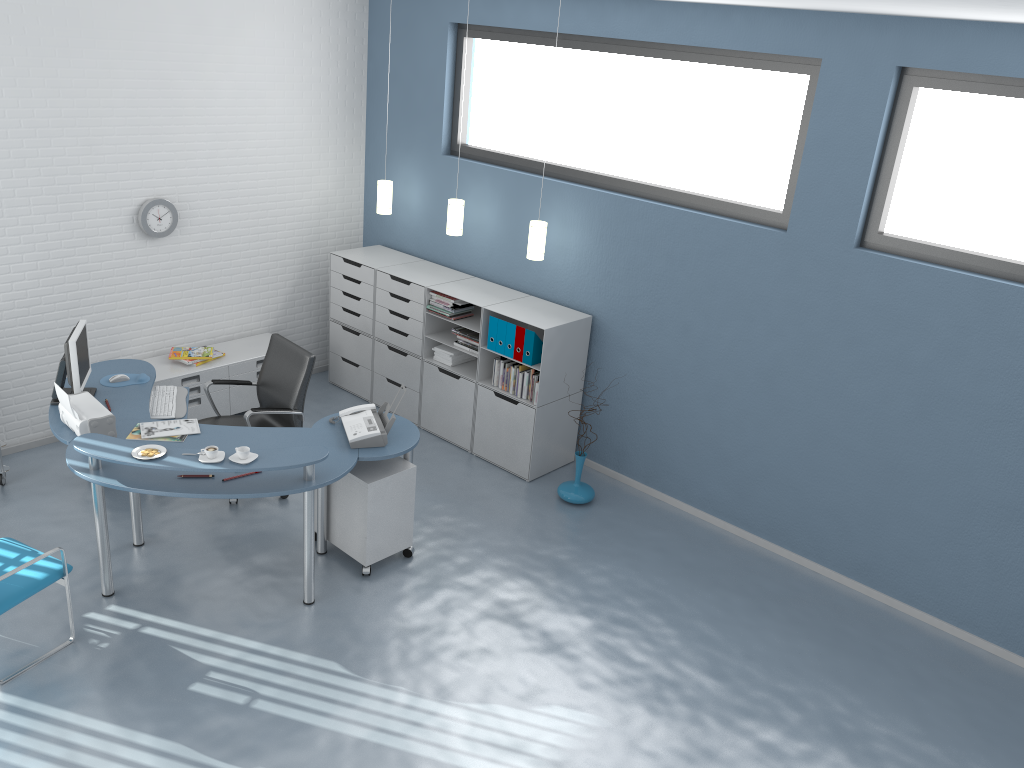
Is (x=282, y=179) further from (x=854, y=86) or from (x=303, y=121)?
(x=854, y=86)

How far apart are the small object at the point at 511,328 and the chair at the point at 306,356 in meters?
1.4 m

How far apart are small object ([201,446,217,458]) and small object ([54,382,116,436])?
0.72m

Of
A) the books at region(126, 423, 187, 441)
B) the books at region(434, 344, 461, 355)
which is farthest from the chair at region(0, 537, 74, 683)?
the books at region(434, 344, 461, 355)

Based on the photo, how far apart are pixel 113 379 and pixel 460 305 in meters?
2.4 m

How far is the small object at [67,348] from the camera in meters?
4.9 m

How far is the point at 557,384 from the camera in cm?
617

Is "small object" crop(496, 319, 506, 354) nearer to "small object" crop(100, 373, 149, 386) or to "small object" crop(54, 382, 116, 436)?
"small object" crop(100, 373, 149, 386)

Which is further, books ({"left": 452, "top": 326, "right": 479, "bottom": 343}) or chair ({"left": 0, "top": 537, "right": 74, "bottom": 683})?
books ({"left": 452, "top": 326, "right": 479, "bottom": 343})

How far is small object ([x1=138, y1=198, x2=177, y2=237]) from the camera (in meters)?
6.17
